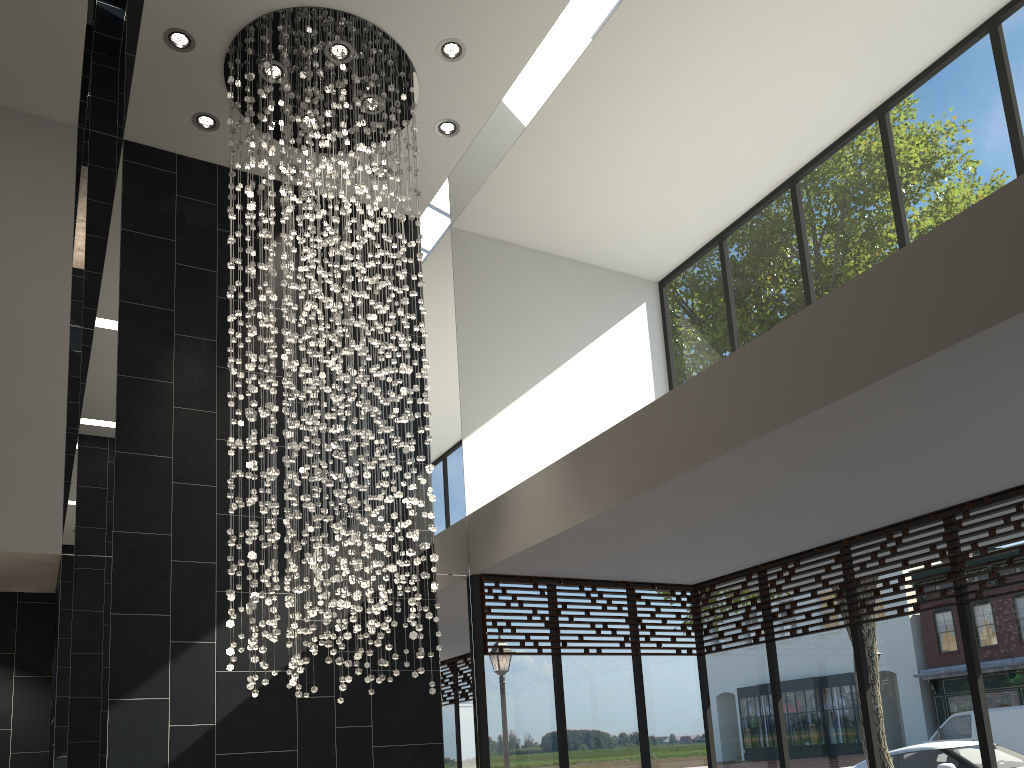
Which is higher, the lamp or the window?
the lamp

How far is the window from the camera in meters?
5.6 m

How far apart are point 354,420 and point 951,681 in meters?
4.2 m

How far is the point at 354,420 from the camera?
5.3 meters

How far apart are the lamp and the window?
1.2m

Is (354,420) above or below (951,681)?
above

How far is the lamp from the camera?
5.3m

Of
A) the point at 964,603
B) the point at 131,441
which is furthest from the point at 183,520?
the point at 964,603

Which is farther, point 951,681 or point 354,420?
point 951,681

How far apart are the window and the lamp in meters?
1.2 m
